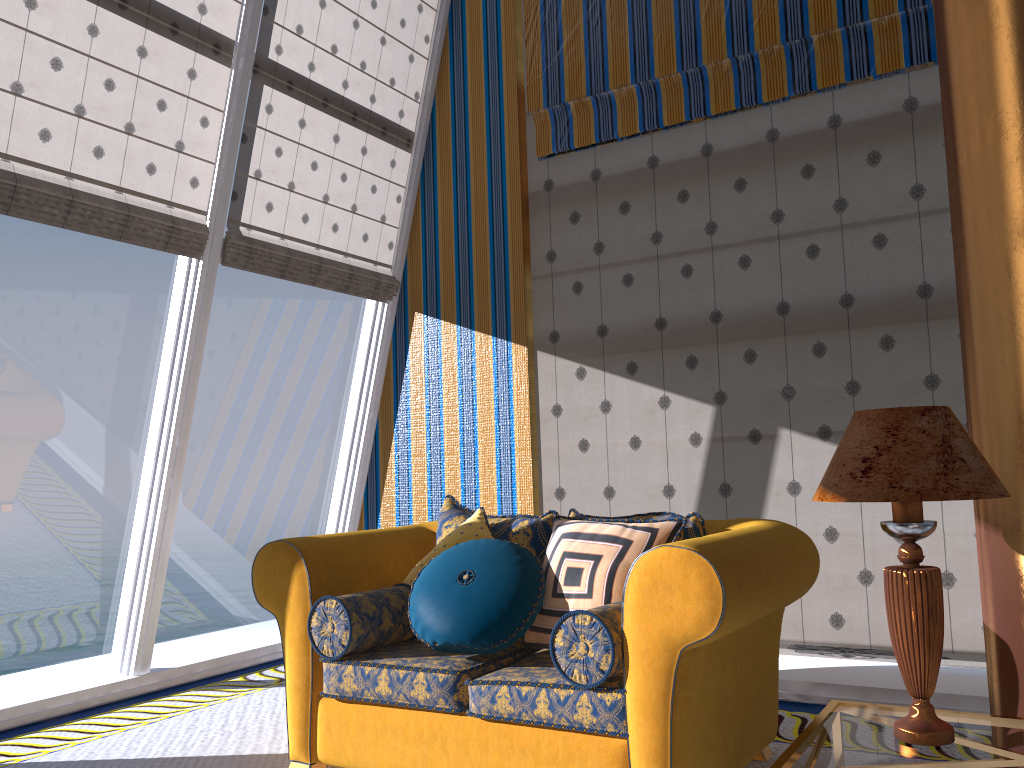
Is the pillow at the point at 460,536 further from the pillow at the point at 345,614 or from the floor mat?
the floor mat

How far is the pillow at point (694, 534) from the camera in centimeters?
300cm

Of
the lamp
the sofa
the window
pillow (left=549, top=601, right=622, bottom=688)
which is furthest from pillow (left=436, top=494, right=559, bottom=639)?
the window

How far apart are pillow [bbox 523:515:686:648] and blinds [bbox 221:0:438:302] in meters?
2.4 m

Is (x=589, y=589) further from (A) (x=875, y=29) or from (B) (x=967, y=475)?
(A) (x=875, y=29)

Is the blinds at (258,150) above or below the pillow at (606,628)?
above

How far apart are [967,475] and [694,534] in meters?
1.2 m

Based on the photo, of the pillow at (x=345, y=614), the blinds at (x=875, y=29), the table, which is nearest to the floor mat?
the pillow at (x=345, y=614)

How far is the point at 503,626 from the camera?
2.8 meters

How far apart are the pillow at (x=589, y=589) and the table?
0.69m
